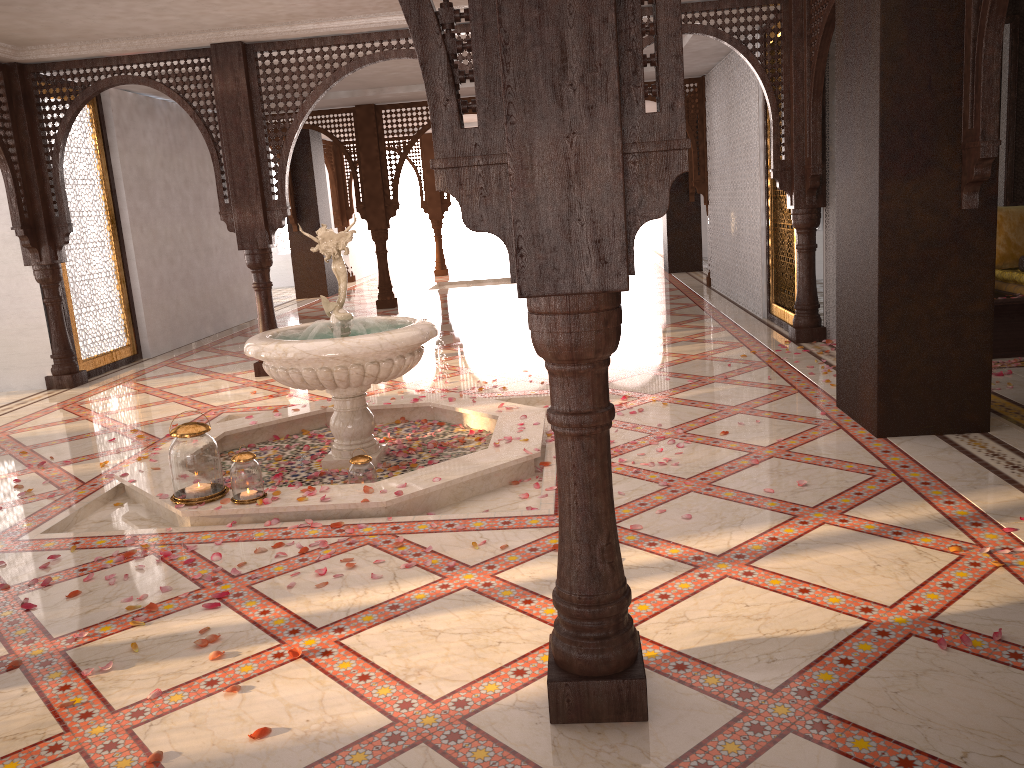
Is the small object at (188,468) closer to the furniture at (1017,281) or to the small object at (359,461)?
the small object at (359,461)

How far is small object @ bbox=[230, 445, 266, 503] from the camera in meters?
4.1

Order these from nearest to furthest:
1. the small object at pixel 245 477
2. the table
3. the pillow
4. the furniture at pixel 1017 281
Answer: the small object at pixel 245 477, the table, the furniture at pixel 1017 281, the pillow

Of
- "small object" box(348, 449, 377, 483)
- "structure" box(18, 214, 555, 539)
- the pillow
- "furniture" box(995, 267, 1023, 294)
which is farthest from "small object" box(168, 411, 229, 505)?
the pillow

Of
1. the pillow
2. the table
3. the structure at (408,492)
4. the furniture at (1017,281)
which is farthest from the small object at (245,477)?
the pillow

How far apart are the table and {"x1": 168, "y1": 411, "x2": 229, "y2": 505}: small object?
5.3 meters

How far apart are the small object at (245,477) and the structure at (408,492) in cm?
3

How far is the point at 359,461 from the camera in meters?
4.4

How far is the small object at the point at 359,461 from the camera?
4.4m

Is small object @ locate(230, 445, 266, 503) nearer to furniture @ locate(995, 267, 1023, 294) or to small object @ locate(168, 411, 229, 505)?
small object @ locate(168, 411, 229, 505)
